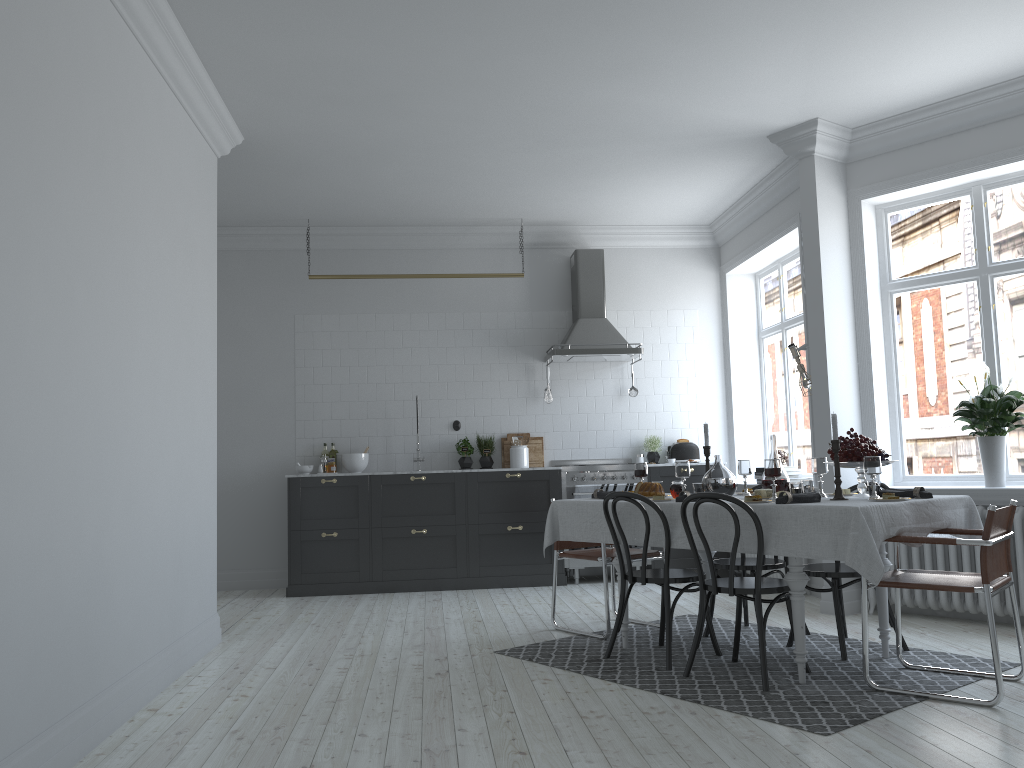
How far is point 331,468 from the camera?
8.0 meters

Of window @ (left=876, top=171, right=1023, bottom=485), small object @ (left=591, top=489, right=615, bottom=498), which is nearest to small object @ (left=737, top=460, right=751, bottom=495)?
small object @ (left=591, top=489, right=615, bottom=498)

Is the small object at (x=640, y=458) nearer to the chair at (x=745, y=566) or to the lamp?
the lamp

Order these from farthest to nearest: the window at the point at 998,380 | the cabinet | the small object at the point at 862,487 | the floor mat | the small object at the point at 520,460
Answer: the small object at the point at 520,460 < the cabinet < the window at the point at 998,380 < the small object at the point at 862,487 < the floor mat

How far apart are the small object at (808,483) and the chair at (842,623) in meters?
0.4 m

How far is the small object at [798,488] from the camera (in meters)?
4.40

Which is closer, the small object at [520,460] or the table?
the table

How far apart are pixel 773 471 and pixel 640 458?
4.0 meters

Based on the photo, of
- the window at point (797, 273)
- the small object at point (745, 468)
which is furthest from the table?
the window at point (797, 273)

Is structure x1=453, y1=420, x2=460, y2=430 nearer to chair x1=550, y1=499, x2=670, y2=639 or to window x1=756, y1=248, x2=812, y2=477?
chair x1=550, y1=499, x2=670, y2=639
